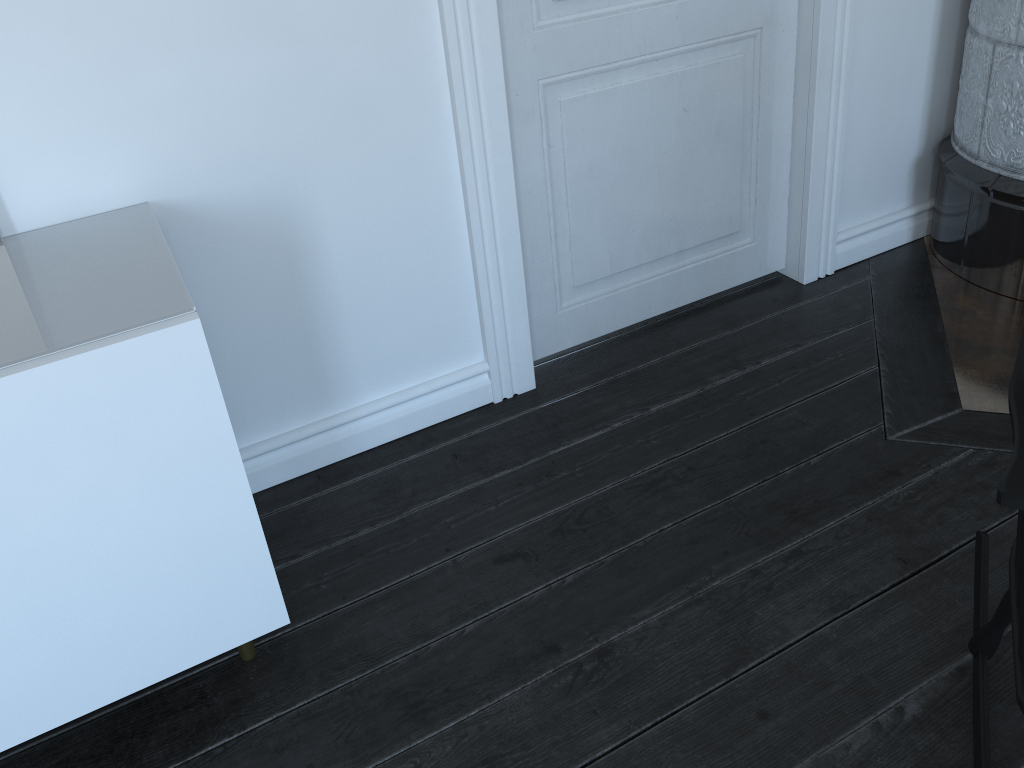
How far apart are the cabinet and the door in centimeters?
84cm

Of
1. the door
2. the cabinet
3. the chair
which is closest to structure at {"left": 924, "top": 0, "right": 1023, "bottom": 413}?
the door

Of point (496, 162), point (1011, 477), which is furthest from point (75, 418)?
point (1011, 477)

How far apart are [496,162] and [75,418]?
1.1 meters

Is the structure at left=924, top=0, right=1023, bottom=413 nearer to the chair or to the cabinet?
the chair

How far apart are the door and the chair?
1.1 meters

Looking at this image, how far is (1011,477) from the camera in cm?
96

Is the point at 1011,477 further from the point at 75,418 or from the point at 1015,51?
the point at 1015,51

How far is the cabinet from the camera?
1.2 meters

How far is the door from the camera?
1.9 meters
